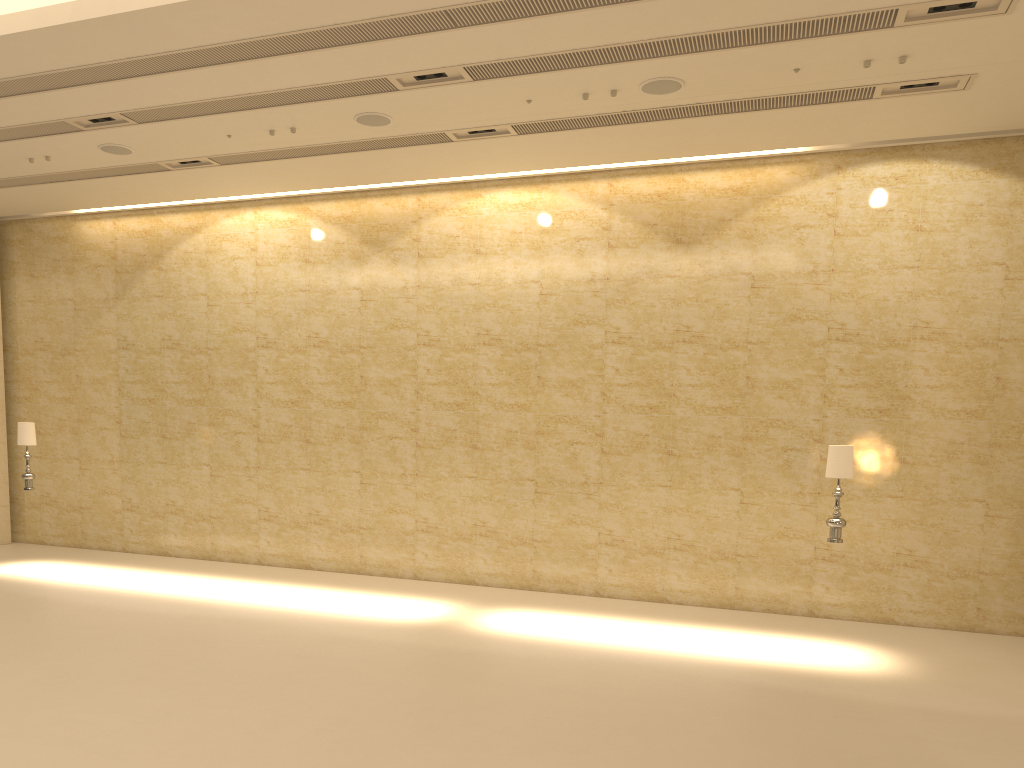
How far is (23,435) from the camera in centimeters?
1266cm

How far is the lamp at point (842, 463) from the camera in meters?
9.4

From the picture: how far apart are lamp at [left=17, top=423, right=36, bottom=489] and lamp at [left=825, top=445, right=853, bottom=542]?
10.92m

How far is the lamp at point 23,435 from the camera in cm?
1266

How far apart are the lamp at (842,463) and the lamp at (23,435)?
10.92m

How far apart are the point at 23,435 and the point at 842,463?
11.1 meters

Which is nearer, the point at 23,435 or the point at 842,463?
the point at 842,463

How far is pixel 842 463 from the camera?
9.37m

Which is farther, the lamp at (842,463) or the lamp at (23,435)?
the lamp at (23,435)

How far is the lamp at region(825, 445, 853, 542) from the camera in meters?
9.4 m
